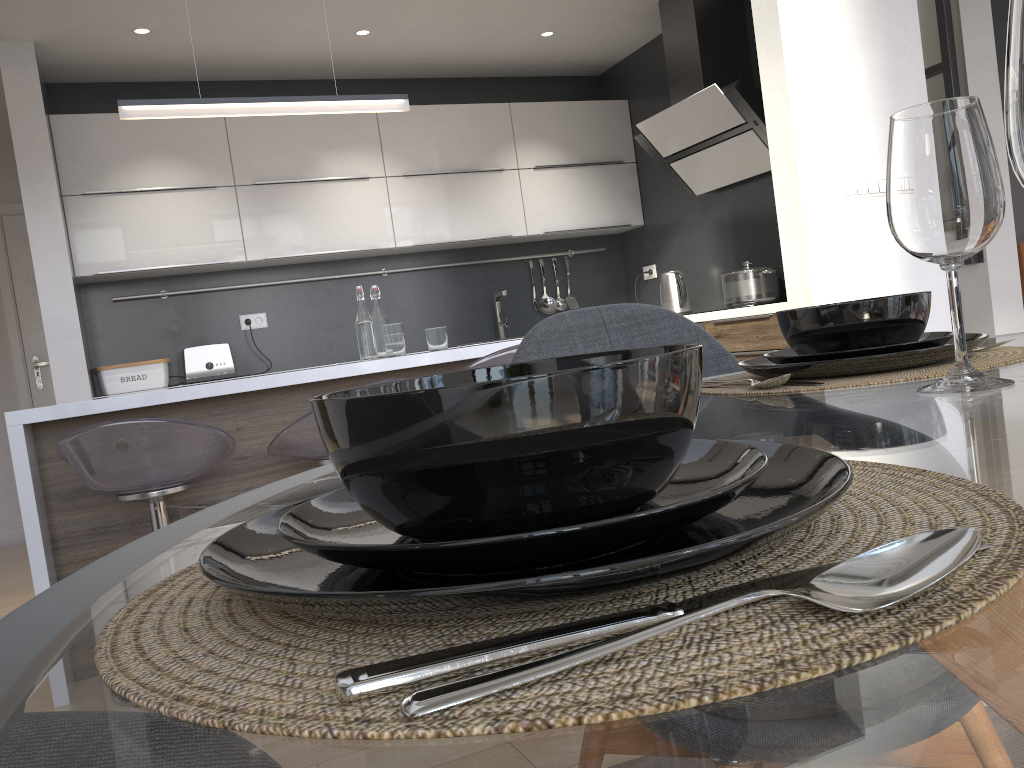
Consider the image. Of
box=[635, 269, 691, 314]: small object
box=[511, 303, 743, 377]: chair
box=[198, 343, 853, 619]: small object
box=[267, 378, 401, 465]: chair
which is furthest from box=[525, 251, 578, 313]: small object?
box=[198, 343, 853, 619]: small object

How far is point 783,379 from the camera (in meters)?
0.87

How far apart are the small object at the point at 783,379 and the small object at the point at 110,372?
4.1m

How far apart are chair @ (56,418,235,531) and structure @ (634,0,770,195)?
2.9m

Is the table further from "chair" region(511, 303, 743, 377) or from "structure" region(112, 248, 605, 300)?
"structure" region(112, 248, 605, 300)

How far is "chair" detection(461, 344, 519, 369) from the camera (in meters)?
2.76

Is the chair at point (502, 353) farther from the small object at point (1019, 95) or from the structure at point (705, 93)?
the small object at point (1019, 95)

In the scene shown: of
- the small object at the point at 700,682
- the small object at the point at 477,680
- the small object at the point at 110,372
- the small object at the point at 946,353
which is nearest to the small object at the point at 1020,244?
the small object at the point at 110,372

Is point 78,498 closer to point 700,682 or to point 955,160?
point 955,160

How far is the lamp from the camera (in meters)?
2.94
